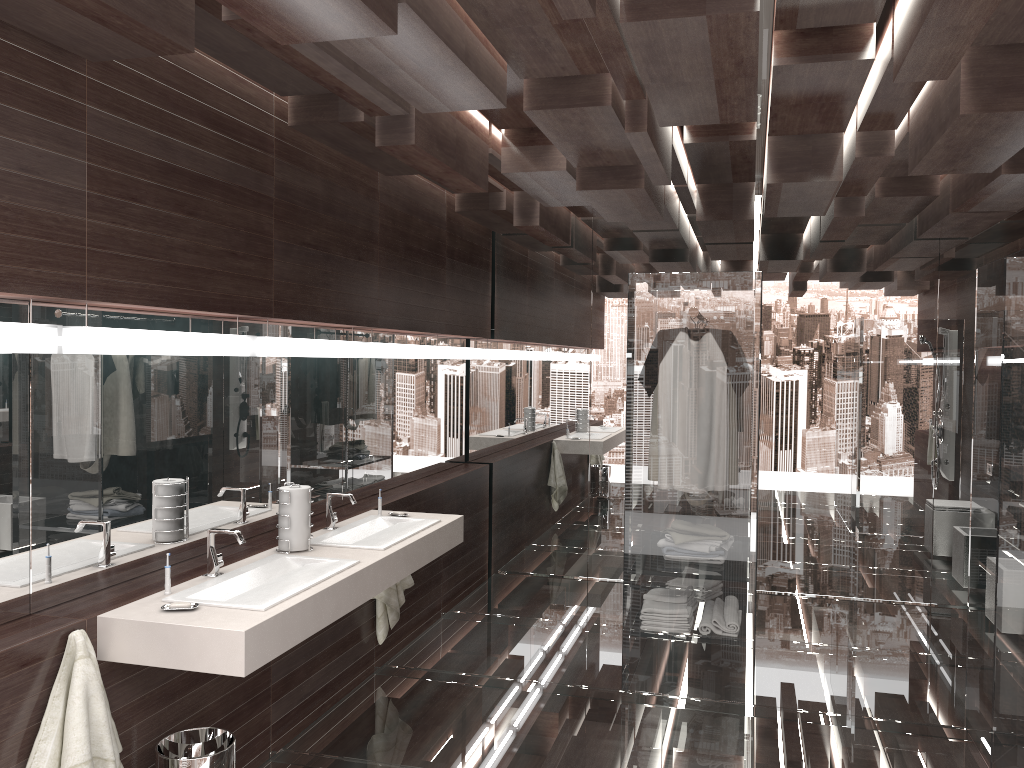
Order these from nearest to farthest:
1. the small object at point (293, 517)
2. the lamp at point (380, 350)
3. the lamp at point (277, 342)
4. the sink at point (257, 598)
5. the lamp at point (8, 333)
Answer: the lamp at point (8, 333), the sink at point (257, 598), the small object at point (293, 517), the lamp at point (277, 342), the lamp at point (380, 350)

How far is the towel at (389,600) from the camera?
4.45m

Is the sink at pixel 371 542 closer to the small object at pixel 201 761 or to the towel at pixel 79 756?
the small object at pixel 201 761

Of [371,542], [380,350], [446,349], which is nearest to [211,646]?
[371,542]

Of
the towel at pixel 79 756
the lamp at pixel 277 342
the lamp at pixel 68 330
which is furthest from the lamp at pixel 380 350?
the towel at pixel 79 756

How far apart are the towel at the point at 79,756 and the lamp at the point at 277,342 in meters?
1.4

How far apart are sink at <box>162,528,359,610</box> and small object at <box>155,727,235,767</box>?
0.4 meters

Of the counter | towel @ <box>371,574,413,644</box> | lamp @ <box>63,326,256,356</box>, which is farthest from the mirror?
towel @ <box>371,574,413,644</box>

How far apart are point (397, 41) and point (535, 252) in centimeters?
389cm

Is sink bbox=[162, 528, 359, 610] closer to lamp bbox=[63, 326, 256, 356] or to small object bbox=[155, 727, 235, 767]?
small object bbox=[155, 727, 235, 767]
